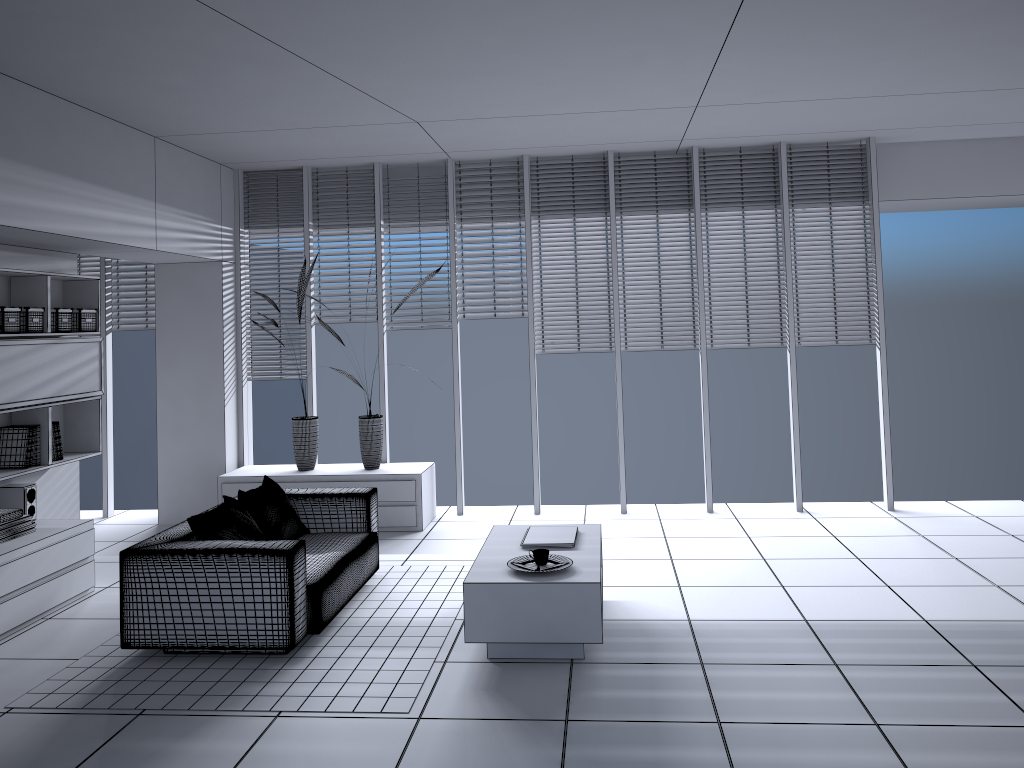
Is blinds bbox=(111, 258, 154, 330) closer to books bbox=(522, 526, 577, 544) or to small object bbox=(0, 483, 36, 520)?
small object bbox=(0, 483, 36, 520)

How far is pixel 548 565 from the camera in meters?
4.5

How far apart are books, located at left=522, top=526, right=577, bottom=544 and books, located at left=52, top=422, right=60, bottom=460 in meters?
3.2 m

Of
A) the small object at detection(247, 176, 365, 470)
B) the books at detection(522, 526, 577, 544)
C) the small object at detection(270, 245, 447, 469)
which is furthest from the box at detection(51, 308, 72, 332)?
the books at detection(522, 526, 577, 544)

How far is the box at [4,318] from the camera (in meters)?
5.22

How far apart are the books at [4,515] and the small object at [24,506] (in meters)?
0.39

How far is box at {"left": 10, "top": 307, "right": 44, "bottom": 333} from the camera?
5.4m

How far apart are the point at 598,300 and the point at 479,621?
3.8m

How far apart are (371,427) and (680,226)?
3.1m

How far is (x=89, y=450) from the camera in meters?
6.3
